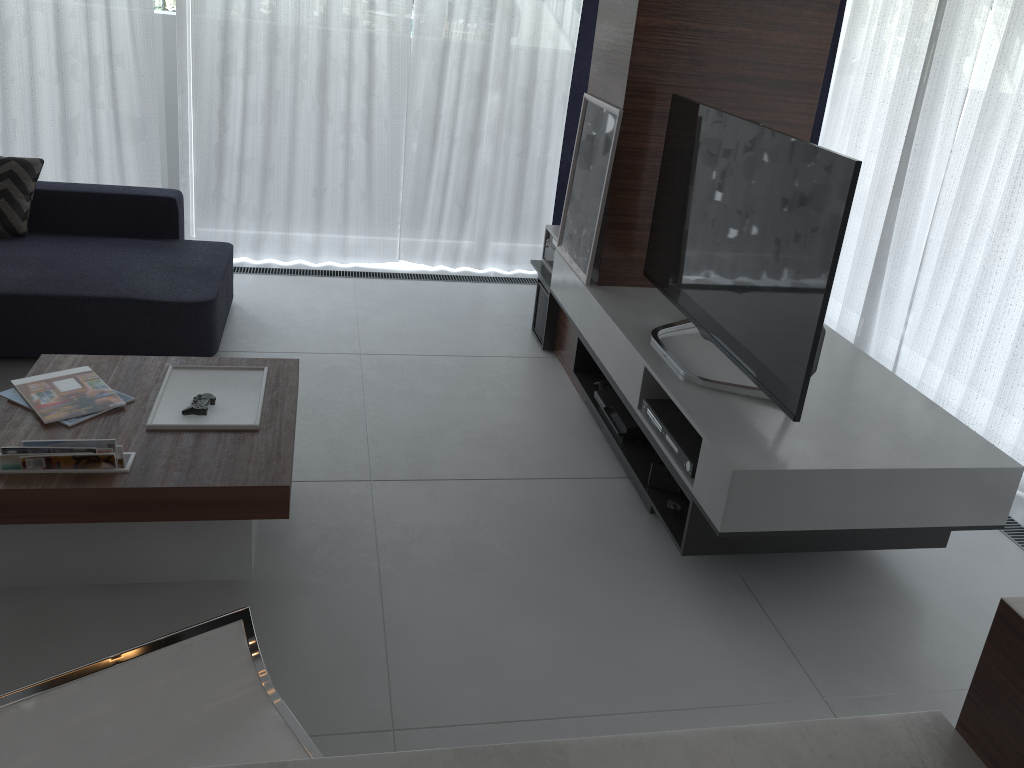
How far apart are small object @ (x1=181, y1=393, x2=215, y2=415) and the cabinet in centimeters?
169cm

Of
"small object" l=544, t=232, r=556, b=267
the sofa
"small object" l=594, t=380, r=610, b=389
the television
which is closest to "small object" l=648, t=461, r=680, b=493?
the television

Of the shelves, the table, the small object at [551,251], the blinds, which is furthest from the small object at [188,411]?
the blinds

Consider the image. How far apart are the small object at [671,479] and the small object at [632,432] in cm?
17

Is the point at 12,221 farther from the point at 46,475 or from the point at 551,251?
the point at 551,251

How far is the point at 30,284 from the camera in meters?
3.4

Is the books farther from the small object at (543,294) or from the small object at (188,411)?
the small object at (543,294)

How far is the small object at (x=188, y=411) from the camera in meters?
2.5 m

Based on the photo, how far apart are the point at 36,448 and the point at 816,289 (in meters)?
2.02

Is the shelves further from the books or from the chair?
the books
